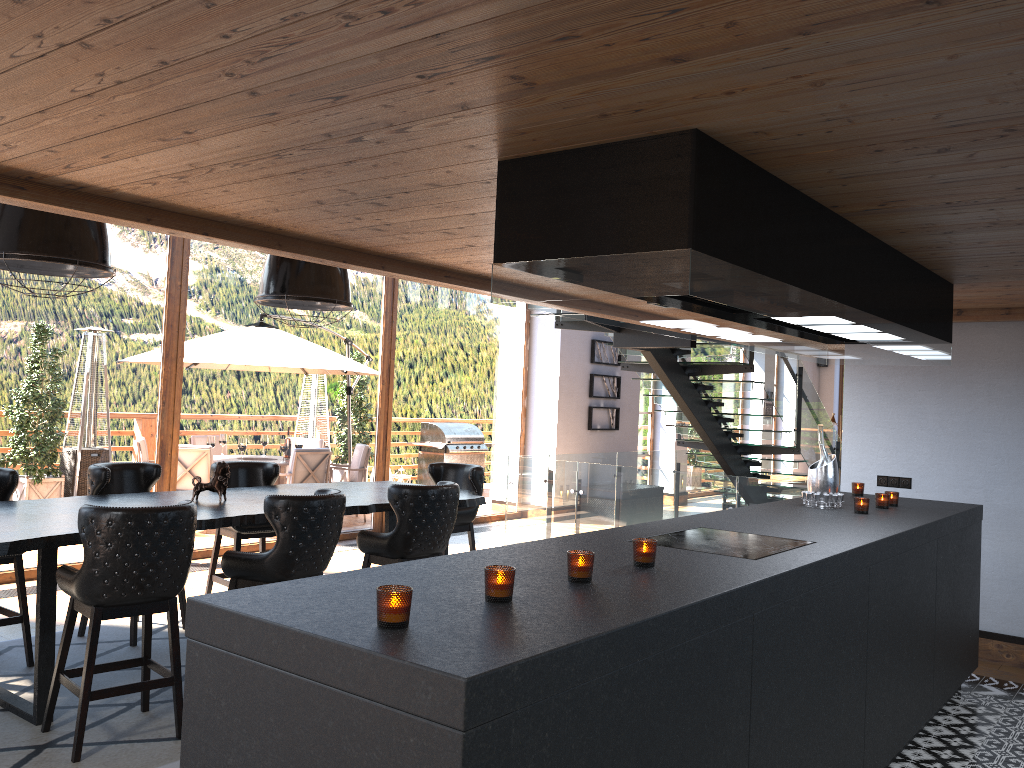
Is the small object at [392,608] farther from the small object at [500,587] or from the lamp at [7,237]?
the lamp at [7,237]

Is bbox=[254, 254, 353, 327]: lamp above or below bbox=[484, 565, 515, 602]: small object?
above

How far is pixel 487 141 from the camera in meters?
2.7 m

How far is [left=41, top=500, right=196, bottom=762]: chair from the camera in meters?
3.8 m

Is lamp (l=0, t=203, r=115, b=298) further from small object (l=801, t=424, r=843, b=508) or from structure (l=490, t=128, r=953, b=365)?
small object (l=801, t=424, r=843, b=508)

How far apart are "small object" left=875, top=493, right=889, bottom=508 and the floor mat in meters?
3.8 m

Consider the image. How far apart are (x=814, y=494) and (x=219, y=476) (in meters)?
3.45

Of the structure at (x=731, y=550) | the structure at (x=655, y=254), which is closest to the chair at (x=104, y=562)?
the structure at (x=655, y=254)

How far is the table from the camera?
3.99m

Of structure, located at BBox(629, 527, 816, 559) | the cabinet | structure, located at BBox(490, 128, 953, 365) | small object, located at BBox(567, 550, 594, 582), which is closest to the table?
the cabinet
